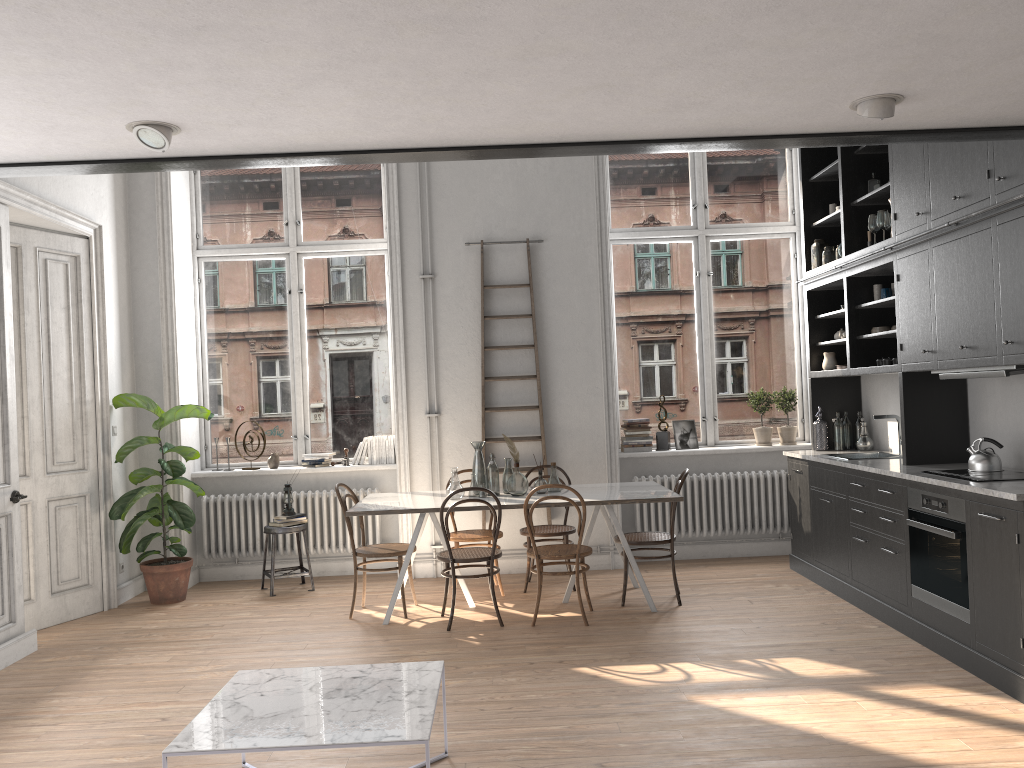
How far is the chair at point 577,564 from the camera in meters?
5.7 m

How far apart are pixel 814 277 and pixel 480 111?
4.53m

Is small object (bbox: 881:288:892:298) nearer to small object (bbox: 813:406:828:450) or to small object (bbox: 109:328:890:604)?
small object (bbox: 813:406:828:450)

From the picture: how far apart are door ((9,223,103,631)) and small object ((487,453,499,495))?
3.0m

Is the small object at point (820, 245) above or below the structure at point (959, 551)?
above

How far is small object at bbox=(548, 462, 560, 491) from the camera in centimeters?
638cm

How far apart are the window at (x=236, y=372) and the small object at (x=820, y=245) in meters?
3.7 m

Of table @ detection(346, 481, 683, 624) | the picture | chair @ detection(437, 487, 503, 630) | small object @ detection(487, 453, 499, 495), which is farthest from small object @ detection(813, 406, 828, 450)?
chair @ detection(437, 487, 503, 630)

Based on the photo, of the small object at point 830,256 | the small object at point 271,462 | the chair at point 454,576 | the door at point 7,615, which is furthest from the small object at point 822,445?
the door at point 7,615

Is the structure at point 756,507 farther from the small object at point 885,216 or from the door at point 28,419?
the door at point 28,419
